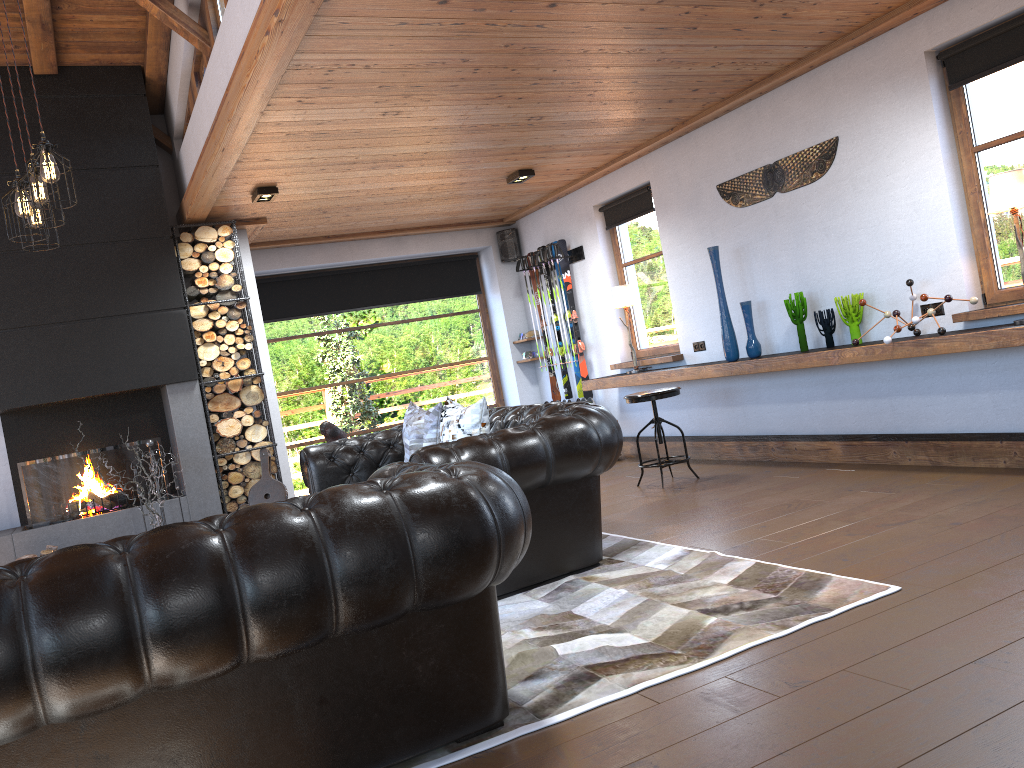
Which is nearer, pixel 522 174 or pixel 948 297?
pixel 948 297

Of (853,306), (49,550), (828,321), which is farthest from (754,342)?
(49,550)

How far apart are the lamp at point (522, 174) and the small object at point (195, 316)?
2.37m

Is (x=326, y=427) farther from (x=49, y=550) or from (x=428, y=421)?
(x=49, y=550)

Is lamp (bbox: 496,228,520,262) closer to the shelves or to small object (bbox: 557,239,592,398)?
small object (bbox: 557,239,592,398)

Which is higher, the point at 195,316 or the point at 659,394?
the point at 195,316

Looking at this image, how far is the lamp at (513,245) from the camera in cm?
980

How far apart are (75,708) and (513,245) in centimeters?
822cm

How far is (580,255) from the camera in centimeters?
874cm

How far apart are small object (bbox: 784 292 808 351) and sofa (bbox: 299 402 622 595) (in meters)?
2.15
